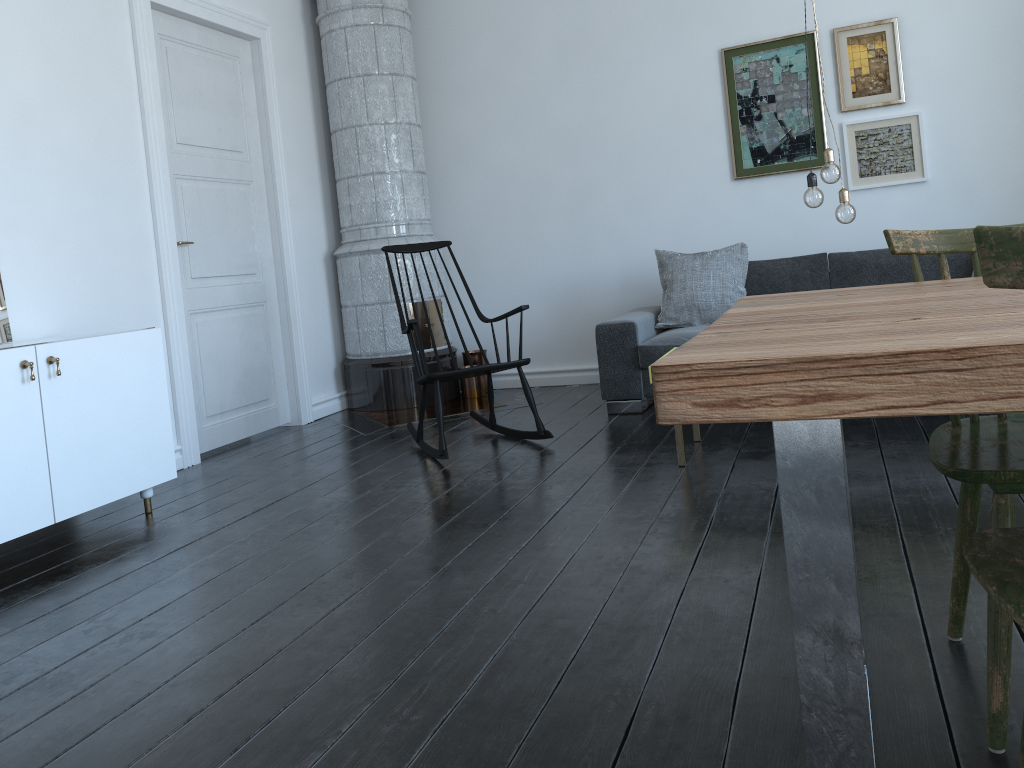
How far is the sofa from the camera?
4.6 meters

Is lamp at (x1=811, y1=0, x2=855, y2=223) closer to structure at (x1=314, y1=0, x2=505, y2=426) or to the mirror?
structure at (x1=314, y1=0, x2=505, y2=426)

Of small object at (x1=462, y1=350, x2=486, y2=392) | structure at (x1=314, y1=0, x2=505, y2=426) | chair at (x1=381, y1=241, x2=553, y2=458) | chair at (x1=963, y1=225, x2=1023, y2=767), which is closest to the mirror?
chair at (x1=381, y1=241, x2=553, y2=458)

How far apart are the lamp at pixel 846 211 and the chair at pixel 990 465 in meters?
1.6

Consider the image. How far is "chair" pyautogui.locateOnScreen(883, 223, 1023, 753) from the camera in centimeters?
140cm

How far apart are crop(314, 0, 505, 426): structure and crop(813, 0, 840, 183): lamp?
2.7 meters

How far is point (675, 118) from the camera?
5.4m

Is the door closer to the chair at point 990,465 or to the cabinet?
the cabinet

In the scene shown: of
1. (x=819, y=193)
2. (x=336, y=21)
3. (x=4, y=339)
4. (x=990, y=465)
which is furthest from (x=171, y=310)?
(x=990, y=465)

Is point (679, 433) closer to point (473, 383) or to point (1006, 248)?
point (473, 383)
